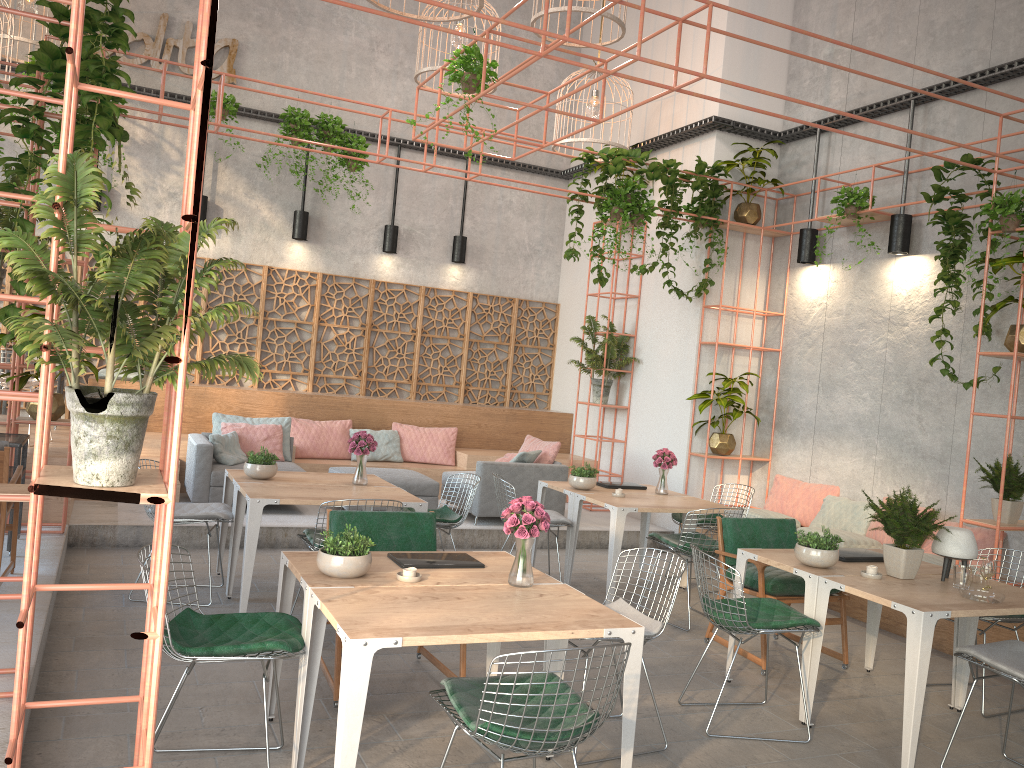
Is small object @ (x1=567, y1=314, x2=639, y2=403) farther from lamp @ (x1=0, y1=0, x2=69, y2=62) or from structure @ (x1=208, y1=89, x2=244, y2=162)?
lamp @ (x1=0, y1=0, x2=69, y2=62)

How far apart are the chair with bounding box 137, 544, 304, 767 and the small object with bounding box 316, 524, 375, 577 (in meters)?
0.25

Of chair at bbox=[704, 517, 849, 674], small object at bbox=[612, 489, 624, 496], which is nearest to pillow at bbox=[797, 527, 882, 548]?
chair at bbox=[704, 517, 849, 674]

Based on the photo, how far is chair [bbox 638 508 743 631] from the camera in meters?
6.6

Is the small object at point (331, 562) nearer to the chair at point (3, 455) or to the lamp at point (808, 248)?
the chair at point (3, 455)

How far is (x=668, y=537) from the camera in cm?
700

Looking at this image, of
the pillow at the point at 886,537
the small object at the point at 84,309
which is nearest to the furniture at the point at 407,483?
the pillow at the point at 886,537

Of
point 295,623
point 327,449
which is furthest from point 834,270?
point 295,623

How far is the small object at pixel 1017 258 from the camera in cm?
629

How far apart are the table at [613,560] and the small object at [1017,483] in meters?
2.1 m
